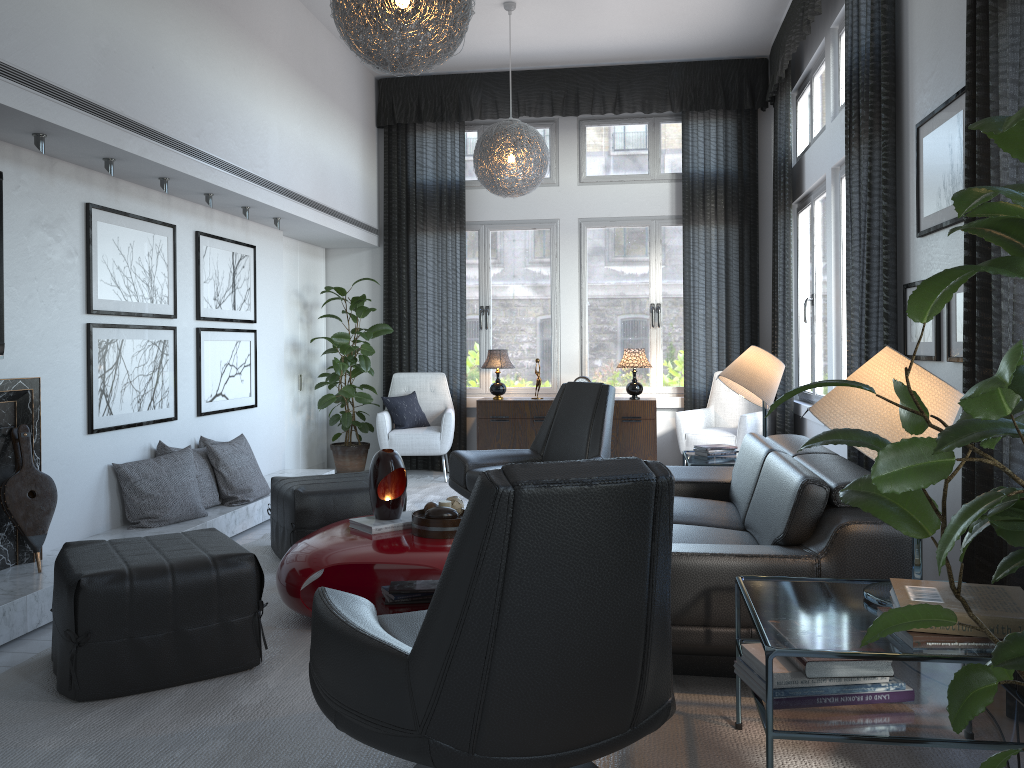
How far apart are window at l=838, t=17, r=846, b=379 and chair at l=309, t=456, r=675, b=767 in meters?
3.7

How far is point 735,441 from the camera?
6.33m

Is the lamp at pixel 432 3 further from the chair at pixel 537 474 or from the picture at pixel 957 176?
the chair at pixel 537 474

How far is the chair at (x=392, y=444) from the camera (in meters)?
6.73

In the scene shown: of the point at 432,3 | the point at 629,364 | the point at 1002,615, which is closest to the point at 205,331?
the point at 432,3

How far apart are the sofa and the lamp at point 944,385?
0.24m

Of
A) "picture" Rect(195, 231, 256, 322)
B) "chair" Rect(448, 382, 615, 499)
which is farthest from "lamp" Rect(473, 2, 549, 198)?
"picture" Rect(195, 231, 256, 322)

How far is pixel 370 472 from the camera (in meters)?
3.59

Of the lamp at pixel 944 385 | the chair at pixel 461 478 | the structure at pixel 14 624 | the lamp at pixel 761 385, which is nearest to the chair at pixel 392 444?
the structure at pixel 14 624

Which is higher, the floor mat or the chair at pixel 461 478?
the chair at pixel 461 478
